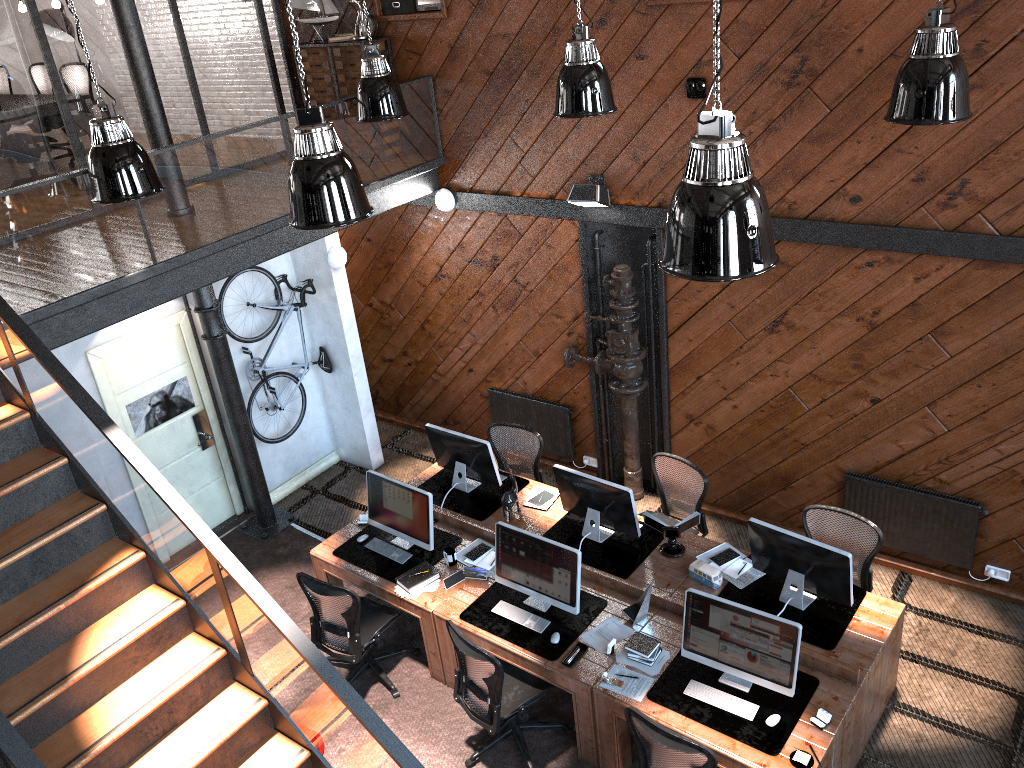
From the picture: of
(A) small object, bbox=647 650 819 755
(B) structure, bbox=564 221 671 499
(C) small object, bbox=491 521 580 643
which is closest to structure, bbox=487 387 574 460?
(B) structure, bbox=564 221 671 499

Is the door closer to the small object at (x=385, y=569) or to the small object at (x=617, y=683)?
the small object at (x=385, y=569)

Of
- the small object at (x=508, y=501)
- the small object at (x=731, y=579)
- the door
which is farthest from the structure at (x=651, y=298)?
the door

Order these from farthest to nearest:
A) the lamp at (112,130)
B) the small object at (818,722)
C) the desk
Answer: the lamp at (112,130)
the desk
the small object at (818,722)

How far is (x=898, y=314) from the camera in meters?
6.5

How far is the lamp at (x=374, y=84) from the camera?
7.1m

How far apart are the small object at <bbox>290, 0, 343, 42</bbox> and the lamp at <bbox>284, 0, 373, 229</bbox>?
4.3 meters

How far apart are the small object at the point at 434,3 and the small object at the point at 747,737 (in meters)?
5.77

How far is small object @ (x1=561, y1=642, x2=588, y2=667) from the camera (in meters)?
5.79

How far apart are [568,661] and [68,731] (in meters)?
2.93
